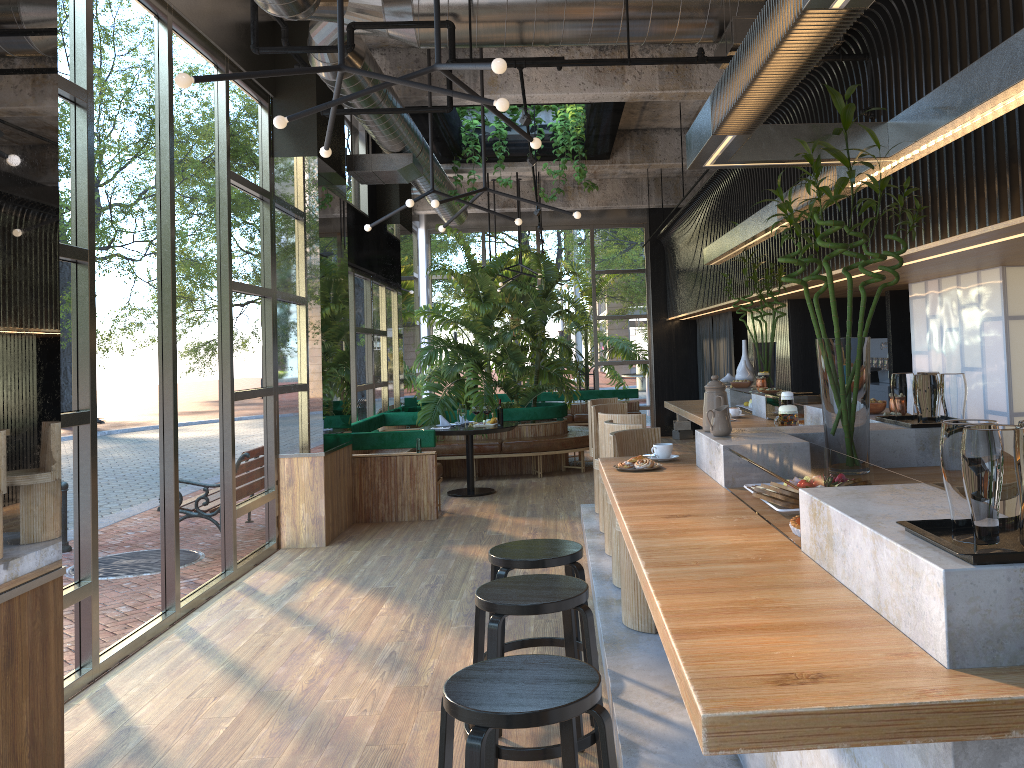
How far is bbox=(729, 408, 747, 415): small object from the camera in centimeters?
619cm

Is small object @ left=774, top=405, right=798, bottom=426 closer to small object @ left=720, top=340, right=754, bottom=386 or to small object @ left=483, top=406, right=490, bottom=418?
small object @ left=720, top=340, right=754, bottom=386

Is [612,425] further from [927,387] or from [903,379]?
[927,387]

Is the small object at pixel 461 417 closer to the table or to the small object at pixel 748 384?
the table

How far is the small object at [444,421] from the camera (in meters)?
10.00

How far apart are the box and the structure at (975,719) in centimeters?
702cm

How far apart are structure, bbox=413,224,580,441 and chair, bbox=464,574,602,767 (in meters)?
7.65

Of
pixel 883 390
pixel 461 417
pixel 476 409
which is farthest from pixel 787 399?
pixel 476 409

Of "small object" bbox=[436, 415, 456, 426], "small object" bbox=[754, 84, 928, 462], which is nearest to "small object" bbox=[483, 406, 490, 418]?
"small object" bbox=[436, 415, 456, 426]

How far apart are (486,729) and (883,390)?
7.3m
